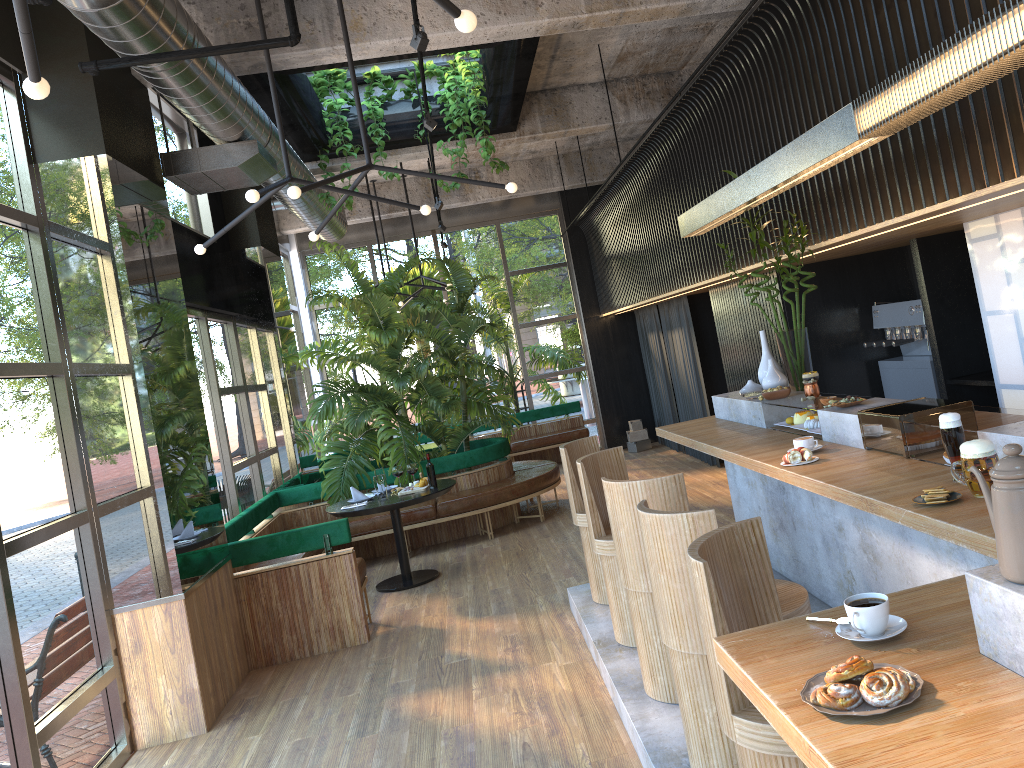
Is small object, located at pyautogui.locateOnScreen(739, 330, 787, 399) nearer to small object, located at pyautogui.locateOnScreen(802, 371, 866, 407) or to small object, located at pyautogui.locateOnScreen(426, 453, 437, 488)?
small object, located at pyautogui.locateOnScreen(802, 371, 866, 407)

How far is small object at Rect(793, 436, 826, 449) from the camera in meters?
4.1 m

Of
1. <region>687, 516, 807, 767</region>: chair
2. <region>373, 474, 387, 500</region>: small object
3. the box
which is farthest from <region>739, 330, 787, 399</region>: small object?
the box

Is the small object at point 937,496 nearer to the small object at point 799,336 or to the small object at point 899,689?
the small object at point 899,689

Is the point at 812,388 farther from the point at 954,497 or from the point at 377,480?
the point at 377,480

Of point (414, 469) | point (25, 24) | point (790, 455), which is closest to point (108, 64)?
point (25, 24)

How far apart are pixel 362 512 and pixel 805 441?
4.3 meters

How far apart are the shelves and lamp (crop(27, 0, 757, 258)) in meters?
4.0

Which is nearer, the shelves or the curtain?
the shelves

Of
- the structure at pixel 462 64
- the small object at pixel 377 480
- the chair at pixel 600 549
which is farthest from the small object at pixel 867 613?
the structure at pixel 462 64
